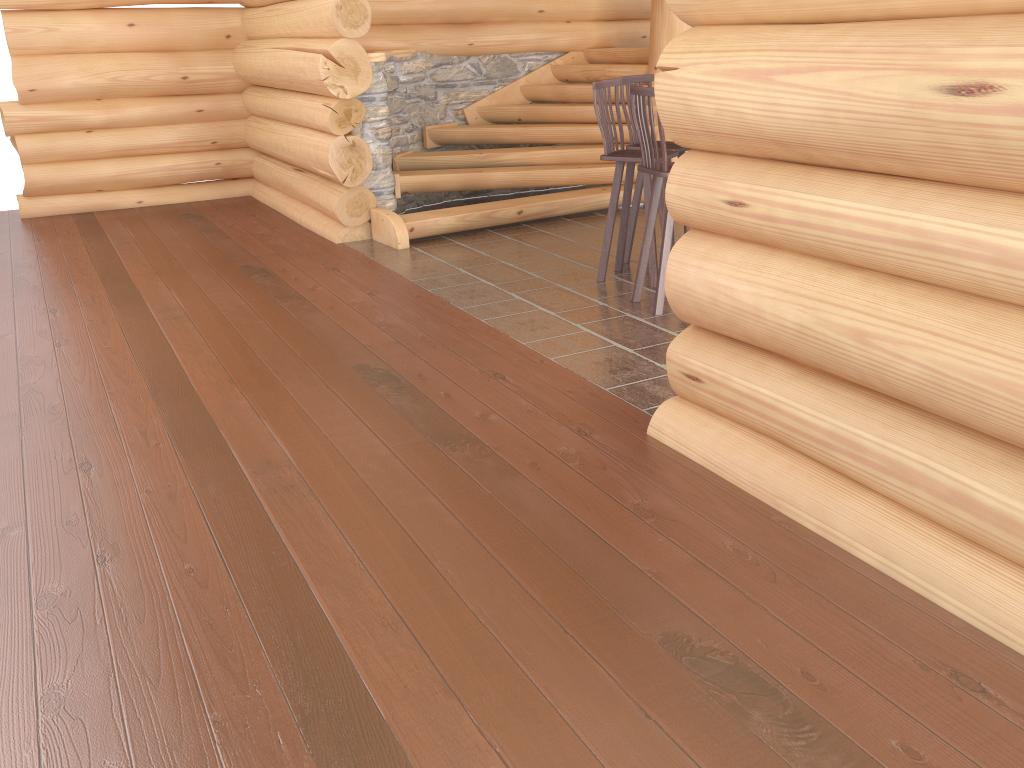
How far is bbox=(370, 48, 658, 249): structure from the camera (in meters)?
7.64

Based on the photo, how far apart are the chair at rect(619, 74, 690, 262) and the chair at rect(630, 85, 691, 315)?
0.9 meters

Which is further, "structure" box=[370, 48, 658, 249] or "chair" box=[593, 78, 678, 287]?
"structure" box=[370, 48, 658, 249]

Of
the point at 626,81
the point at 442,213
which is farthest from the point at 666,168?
the point at 442,213

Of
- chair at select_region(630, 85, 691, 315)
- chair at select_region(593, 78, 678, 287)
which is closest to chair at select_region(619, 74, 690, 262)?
chair at select_region(593, 78, 678, 287)

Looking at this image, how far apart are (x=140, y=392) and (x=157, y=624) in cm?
207

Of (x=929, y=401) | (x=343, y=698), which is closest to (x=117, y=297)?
(x=343, y=698)

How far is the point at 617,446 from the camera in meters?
3.7 m

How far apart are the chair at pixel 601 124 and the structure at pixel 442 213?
1.8m

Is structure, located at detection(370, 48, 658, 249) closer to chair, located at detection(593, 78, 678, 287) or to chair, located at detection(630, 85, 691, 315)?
chair, located at detection(593, 78, 678, 287)
